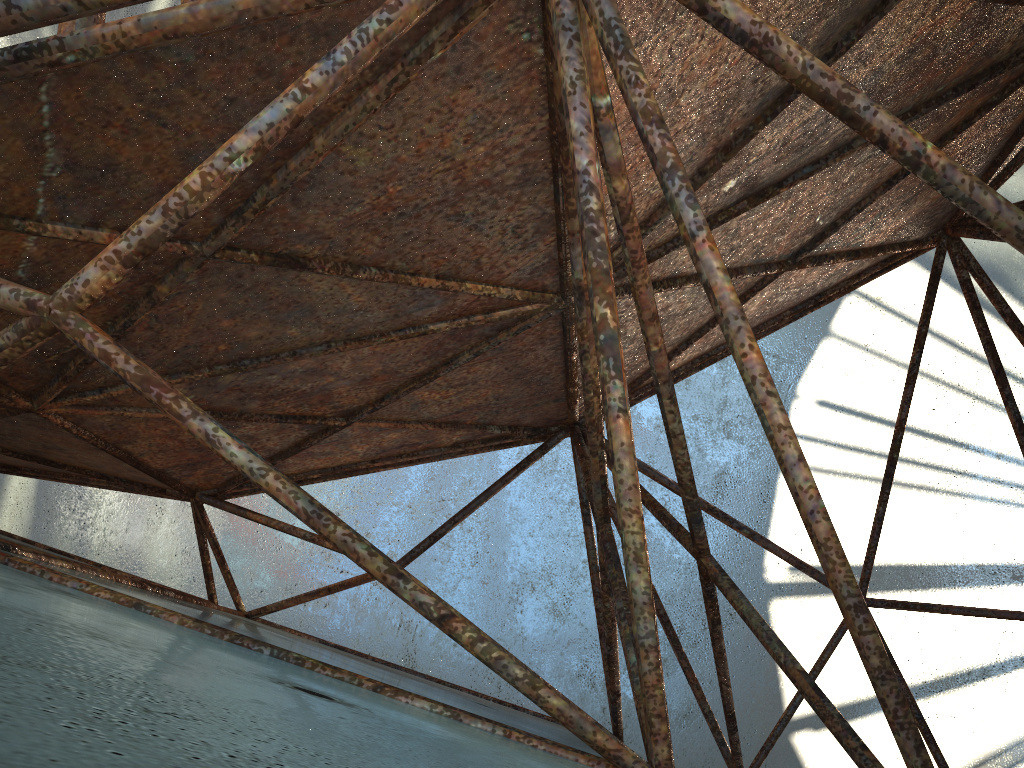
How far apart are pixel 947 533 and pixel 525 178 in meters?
17.0
